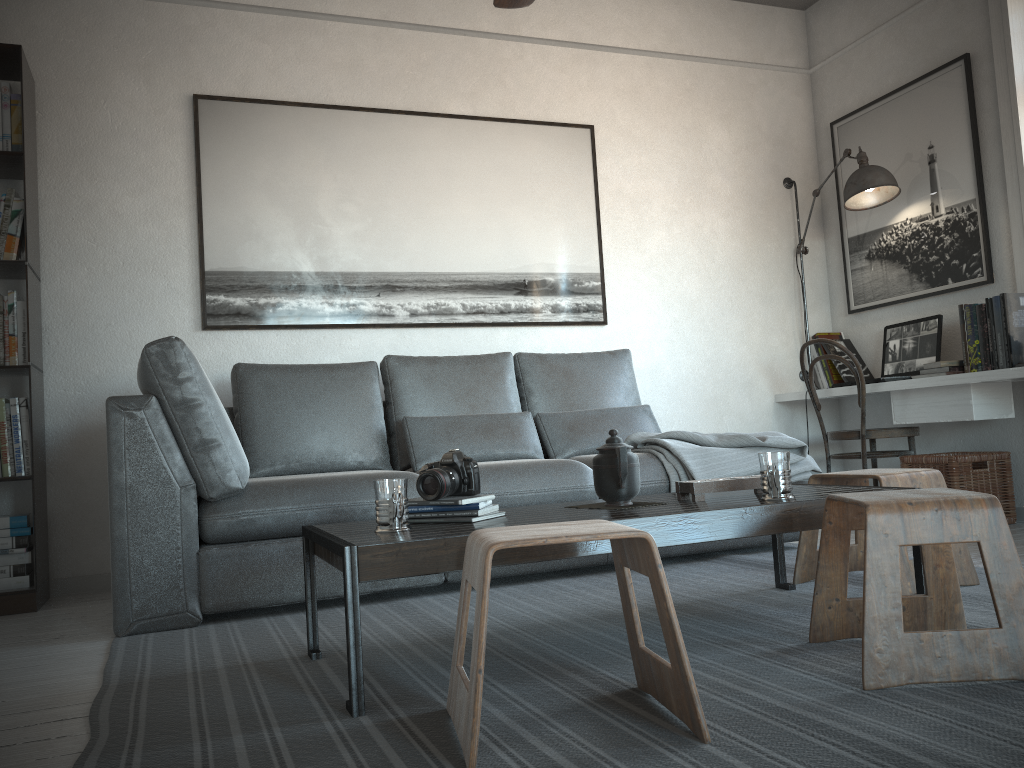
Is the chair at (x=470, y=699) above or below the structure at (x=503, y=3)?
below

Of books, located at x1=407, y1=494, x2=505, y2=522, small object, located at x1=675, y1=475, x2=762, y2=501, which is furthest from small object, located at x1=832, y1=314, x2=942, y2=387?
books, located at x1=407, y1=494, x2=505, y2=522

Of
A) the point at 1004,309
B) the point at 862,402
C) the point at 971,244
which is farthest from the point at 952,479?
the point at 971,244

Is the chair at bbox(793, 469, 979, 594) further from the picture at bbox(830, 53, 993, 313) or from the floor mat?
the picture at bbox(830, 53, 993, 313)

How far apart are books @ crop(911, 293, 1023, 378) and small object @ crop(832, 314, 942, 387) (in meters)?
0.11

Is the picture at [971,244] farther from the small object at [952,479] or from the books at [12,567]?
the books at [12,567]

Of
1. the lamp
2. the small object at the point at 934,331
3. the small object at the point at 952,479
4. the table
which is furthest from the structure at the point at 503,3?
the small object at the point at 952,479

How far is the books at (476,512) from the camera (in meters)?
2.07

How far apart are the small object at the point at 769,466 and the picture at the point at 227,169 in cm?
228

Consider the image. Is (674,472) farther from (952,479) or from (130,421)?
(130,421)
